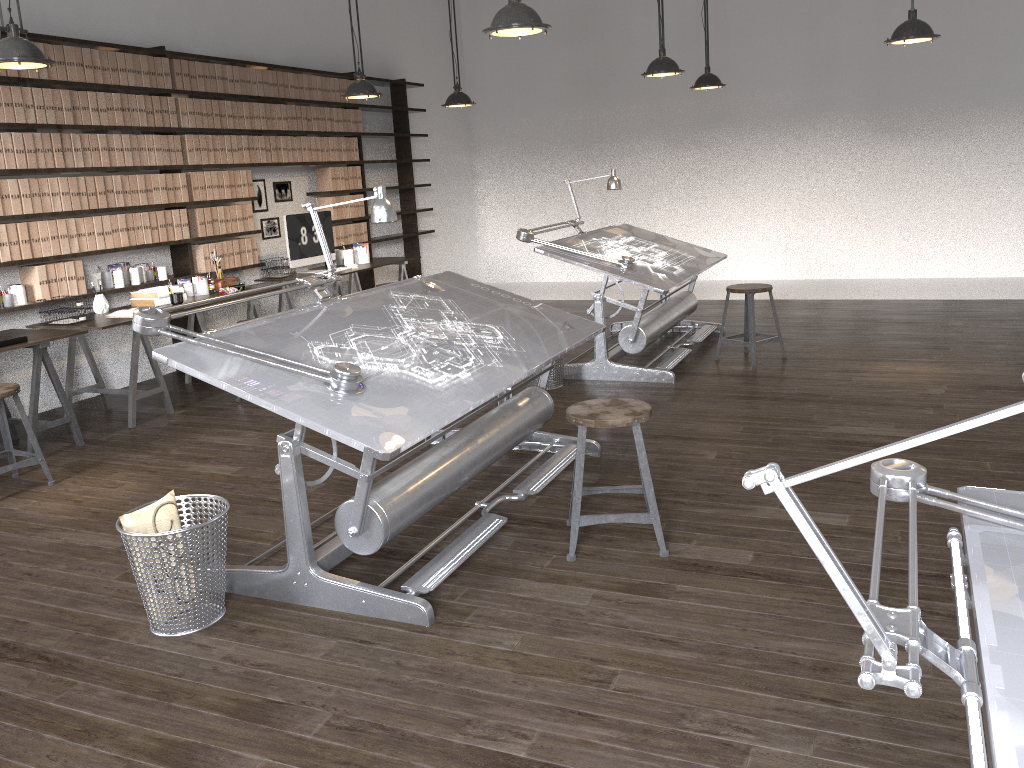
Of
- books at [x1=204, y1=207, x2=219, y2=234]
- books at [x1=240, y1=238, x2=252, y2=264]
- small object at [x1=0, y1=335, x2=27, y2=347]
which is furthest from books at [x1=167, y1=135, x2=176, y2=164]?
small object at [x1=0, y1=335, x2=27, y2=347]

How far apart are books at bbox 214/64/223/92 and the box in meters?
1.4

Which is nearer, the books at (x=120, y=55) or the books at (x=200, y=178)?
the books at (x=120, y=55)

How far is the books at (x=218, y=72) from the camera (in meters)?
6.85

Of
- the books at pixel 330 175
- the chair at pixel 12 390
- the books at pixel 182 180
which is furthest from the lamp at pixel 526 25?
the books at pixel 330 175

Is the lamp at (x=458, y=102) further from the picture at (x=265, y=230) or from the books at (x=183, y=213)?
the books at (x=183, y=213)

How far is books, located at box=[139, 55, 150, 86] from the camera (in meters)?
6.18

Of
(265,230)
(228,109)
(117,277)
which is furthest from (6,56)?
(265,230)

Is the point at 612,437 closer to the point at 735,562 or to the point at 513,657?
the point at 735,562

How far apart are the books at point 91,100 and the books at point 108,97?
0.1m
